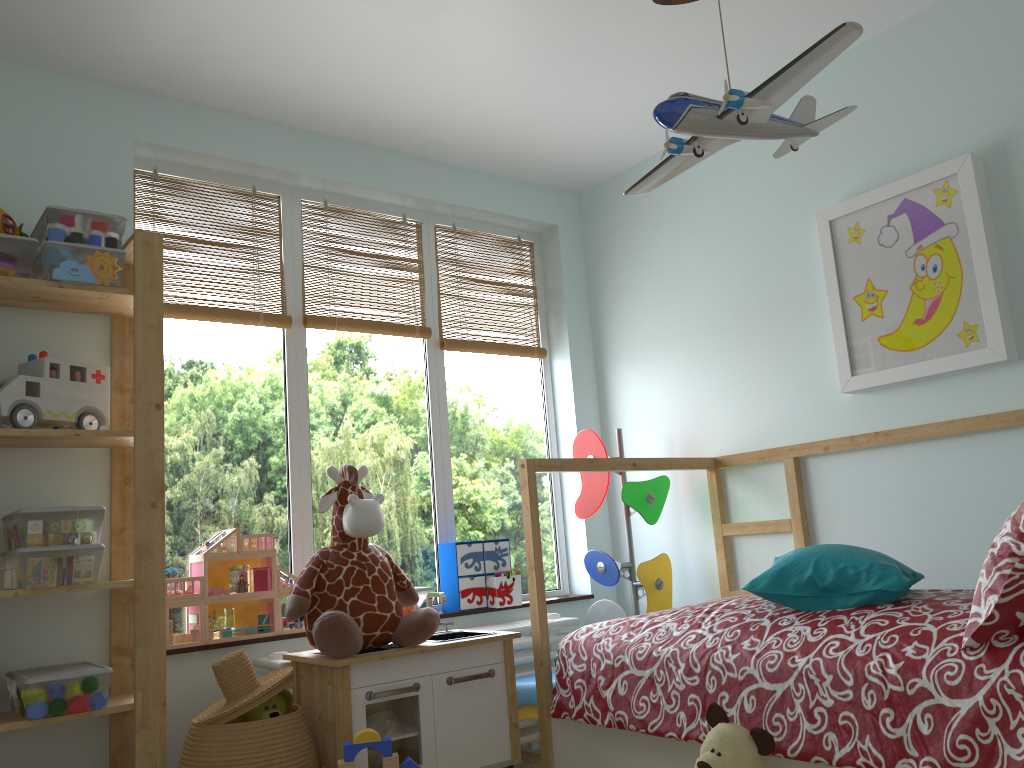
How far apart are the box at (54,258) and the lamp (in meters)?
1.43

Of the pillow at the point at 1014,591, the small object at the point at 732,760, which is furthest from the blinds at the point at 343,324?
the pillow at the point at 1014,591

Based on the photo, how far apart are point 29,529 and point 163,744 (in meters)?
0.63

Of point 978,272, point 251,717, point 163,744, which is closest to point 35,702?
point 163,744

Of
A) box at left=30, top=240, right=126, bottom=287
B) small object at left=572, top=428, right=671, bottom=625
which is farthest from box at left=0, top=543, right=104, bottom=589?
small object at left=572, top=428, right=671, bottom=625

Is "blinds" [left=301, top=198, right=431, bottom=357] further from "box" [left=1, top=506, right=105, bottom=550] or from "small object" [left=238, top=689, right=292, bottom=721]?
"small object" [left=238, top=689, right=292, bottom=721]

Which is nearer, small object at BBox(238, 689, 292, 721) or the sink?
small object at BBox(238, 689, 292, 721)

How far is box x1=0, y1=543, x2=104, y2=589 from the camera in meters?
2.1 m

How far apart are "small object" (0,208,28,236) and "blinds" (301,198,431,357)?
0.94m

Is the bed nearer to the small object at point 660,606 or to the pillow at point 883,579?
the pillow at point 883,579
